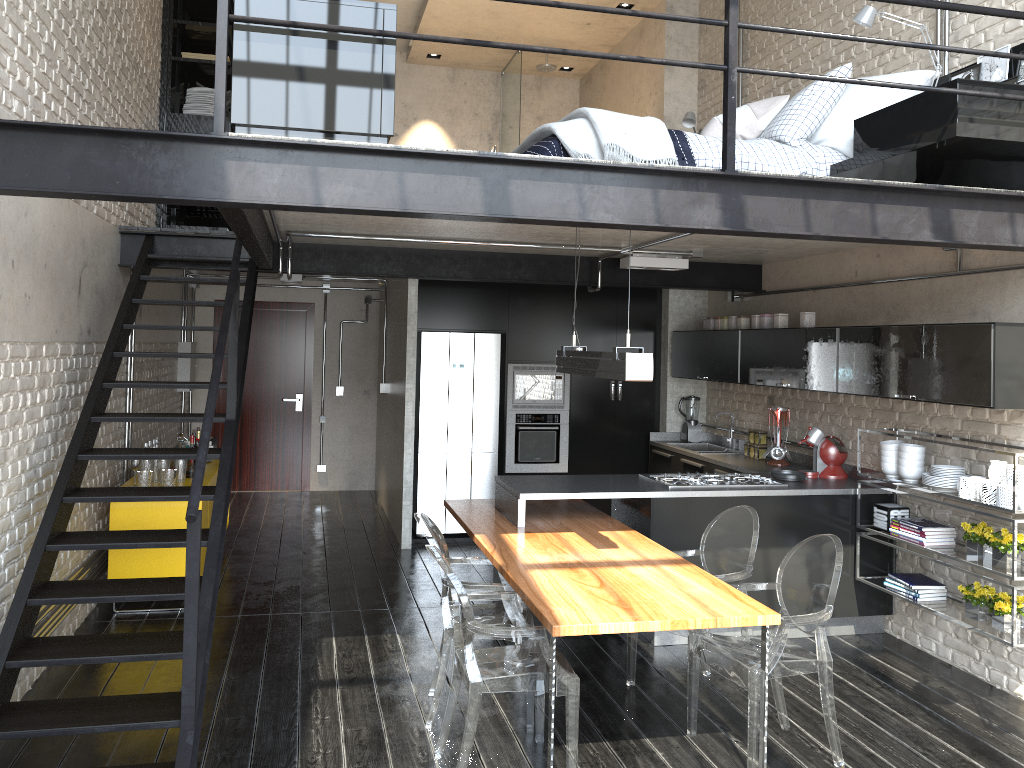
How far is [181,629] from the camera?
5.44m

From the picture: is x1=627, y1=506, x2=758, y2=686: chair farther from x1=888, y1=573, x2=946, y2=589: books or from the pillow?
the pillow

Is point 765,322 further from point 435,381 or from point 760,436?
point 435,381

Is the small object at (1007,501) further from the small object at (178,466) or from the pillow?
the small object at (178,466)

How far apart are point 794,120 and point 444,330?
3.7m

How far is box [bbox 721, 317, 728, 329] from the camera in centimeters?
720cm

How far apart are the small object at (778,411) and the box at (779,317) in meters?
0.6

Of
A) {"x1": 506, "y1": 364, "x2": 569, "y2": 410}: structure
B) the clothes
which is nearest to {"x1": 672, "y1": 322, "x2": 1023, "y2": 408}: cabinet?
{"x1": 506, "y1": 364, "x2": 569, "y2": 410}: structure

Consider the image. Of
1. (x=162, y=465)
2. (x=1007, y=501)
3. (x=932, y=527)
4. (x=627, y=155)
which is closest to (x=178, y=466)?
(x=162, y=465)

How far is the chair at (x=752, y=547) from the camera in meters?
4.5 m
